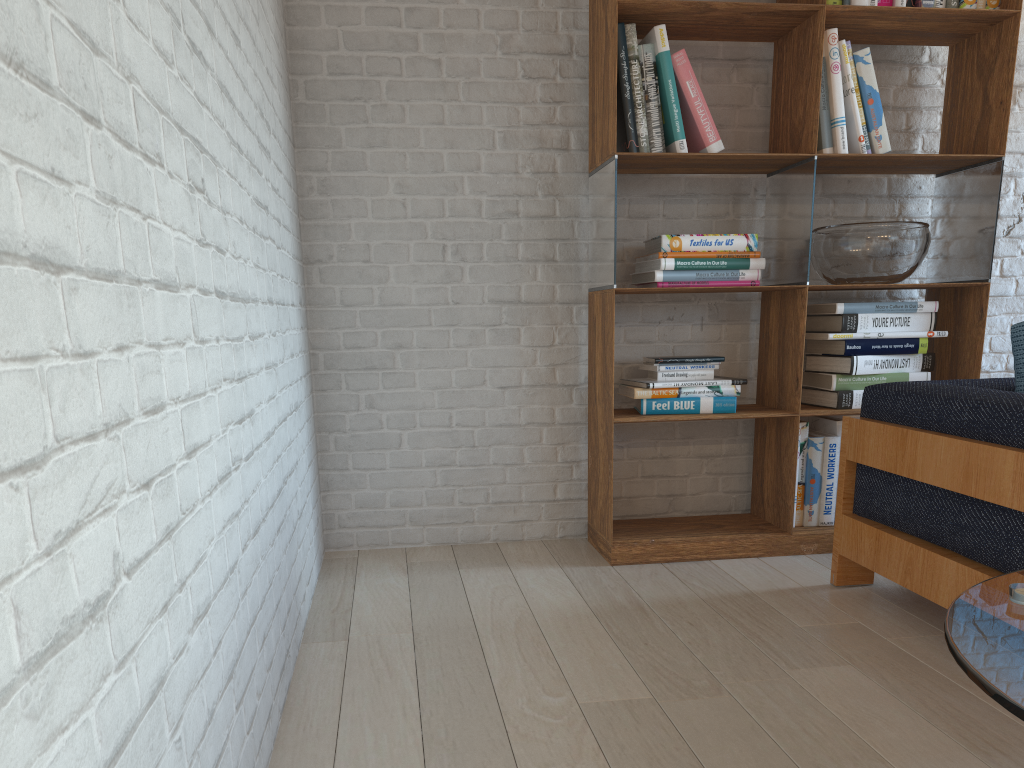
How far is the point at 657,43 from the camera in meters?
2.9

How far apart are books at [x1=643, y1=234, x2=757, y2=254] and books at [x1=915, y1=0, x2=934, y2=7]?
1.0 meters

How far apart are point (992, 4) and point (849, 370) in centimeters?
134cm

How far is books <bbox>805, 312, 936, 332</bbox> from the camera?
3.09m

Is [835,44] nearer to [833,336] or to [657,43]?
[657,43]

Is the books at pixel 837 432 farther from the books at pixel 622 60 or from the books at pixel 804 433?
the books at pixel 622 60

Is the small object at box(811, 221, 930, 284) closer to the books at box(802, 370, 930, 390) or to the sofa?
the books at box(802, 370, 930, 390)

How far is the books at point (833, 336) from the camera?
3.1m

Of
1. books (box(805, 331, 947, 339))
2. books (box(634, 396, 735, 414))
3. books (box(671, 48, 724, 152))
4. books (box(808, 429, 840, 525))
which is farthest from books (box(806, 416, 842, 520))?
books (box(671, 48, 724, 152))

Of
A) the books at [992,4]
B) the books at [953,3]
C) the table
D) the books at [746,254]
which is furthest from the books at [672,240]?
the table
